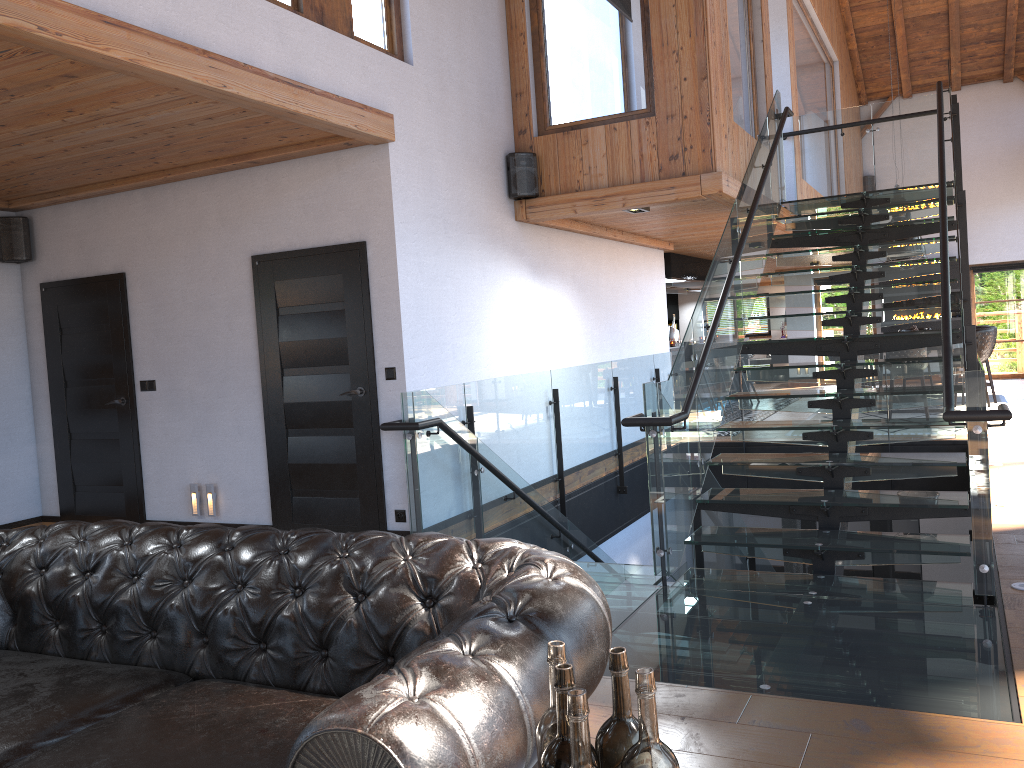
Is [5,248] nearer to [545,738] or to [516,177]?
[516,177]

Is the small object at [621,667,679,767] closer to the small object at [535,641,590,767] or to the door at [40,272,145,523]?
the small object at [535,641,590,767]

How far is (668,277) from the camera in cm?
1190

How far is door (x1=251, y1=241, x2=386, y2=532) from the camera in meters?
5.7 m

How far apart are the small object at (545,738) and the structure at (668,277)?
10.81m

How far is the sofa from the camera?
1.6m

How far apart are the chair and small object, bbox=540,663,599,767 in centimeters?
1176cm

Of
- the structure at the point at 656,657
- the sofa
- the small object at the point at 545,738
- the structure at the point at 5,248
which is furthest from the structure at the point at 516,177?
the small object at the point at 545,738

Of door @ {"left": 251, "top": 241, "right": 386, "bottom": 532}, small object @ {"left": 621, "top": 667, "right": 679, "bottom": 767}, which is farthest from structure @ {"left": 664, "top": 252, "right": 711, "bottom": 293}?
small object @ {"left": 621, "top": 667, "right": 679, "bottom": 767}

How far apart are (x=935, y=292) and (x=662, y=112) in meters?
2.4 m
